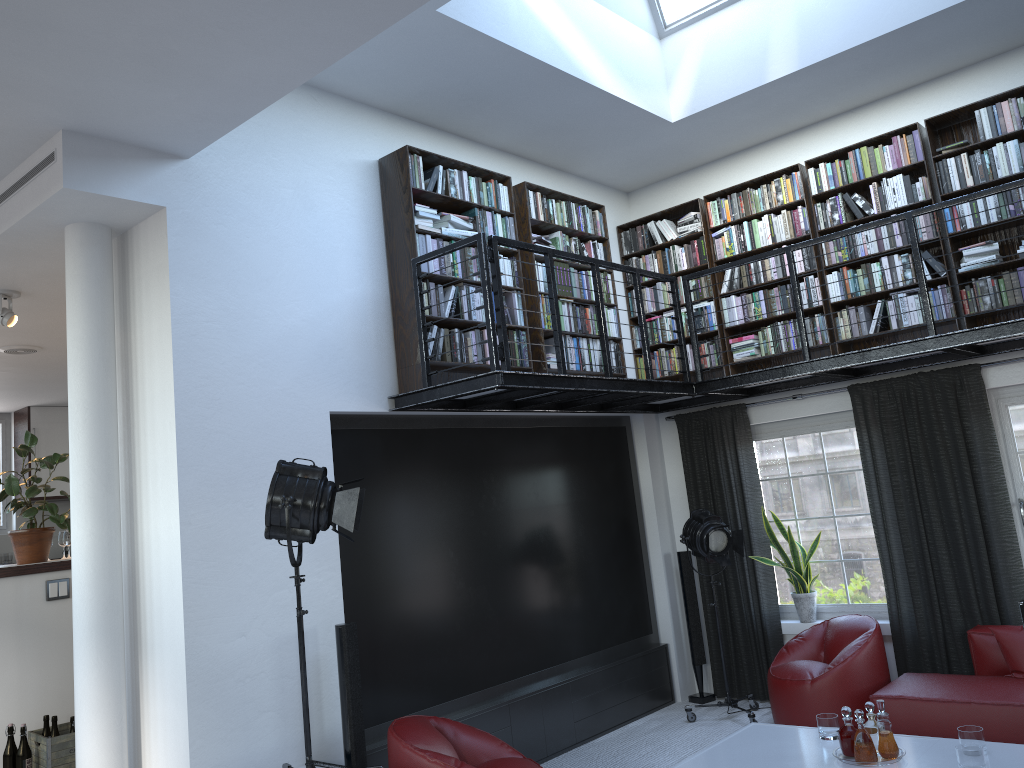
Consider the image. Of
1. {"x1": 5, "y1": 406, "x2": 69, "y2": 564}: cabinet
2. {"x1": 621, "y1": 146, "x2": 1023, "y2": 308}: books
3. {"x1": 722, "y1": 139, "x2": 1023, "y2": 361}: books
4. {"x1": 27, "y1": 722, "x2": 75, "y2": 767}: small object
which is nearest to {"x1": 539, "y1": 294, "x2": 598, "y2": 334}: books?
{"x1": 621, "y1": 146, "x2": 1023, "y2": 308}: books

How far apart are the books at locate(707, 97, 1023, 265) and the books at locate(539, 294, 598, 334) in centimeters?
121cm

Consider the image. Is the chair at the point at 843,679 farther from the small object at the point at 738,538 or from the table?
the table

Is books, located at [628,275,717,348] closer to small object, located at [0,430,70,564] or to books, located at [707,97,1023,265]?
books, located at [707,97,1023,265]

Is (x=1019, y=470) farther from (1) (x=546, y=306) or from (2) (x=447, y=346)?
(2) (x=447, y=346)

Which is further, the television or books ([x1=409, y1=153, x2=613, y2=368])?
books ([x1=409, y1=153, x2=613, y2=368])

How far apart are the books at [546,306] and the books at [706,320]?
0.87m

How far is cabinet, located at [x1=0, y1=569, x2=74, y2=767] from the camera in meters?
5.3

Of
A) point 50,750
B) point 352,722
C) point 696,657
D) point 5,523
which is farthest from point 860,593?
point 5,523

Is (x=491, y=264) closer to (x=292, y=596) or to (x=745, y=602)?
(x=292, y=596)
